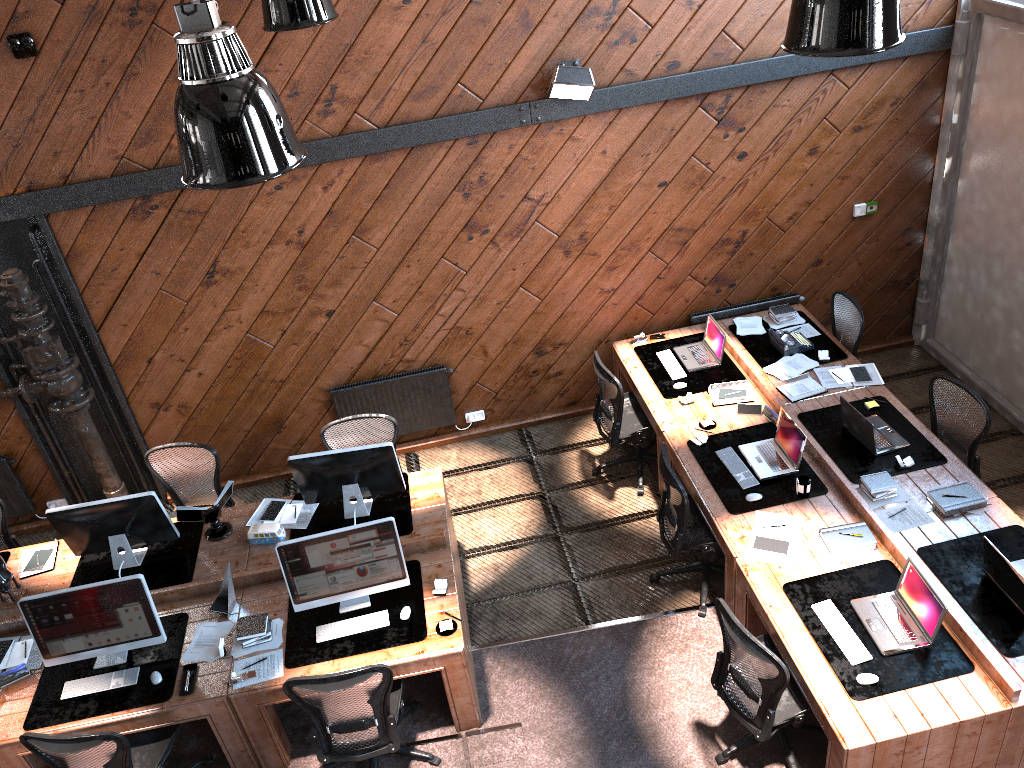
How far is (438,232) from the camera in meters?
7.0 m

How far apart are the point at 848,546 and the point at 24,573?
5.5 meters

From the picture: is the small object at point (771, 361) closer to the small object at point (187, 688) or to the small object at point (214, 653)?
the small object at point (214, 653)

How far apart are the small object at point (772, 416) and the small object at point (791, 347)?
0.8 meters

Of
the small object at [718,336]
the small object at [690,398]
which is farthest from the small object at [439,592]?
the small object at [718,336]

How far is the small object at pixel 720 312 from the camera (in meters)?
7.79

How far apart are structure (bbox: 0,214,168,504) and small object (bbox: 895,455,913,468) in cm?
591

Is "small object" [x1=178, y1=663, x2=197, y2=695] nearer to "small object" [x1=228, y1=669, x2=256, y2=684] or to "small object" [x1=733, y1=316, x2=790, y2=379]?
"small object" [x1=228, y1=669, x2=256, y2=684]

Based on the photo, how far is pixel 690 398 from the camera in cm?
682

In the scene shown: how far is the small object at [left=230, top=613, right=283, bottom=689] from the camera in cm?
517
